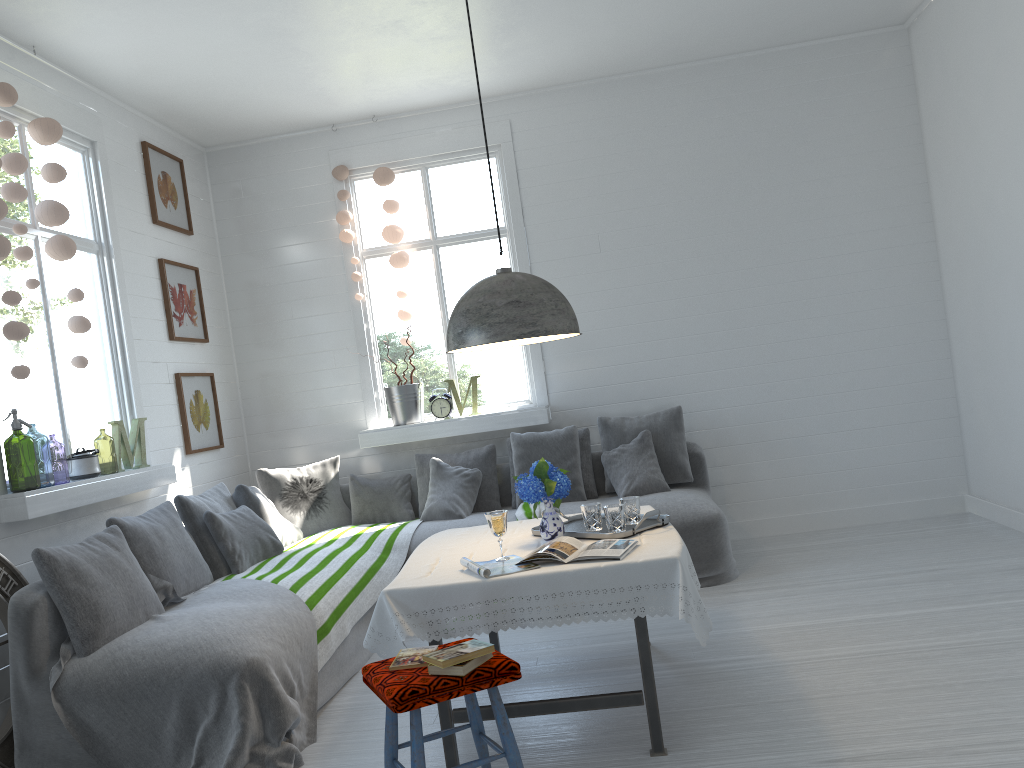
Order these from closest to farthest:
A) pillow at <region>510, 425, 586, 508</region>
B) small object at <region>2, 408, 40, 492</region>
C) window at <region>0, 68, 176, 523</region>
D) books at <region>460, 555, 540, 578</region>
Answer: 1. books at <region>460, 555, 540, 578</region>
2. window at <region>0, 68, 176, 523</region>
3. pillow at <region>510, 425, 586, 508</region>
4. small object at <region>2, 408, 40, 492</region>

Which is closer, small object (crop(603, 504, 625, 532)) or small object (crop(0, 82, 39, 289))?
small object (crop(603, 504, 625, 532))

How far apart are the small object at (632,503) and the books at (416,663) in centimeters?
129cm

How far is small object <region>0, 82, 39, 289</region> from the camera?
4.6 meters

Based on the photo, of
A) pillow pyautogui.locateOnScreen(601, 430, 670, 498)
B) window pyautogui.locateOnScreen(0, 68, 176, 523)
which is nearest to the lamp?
window pyautogui.locateOnScreen(0, 68, 176, 523)

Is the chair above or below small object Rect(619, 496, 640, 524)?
below

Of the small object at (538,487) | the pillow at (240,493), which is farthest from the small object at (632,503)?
the pillow at (240,493)

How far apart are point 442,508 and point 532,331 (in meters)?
2.90

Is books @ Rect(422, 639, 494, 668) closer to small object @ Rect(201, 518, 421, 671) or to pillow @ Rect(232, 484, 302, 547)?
→ small object @ Rect(201, 518, 421, 671)

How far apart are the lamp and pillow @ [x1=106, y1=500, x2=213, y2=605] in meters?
2.1
